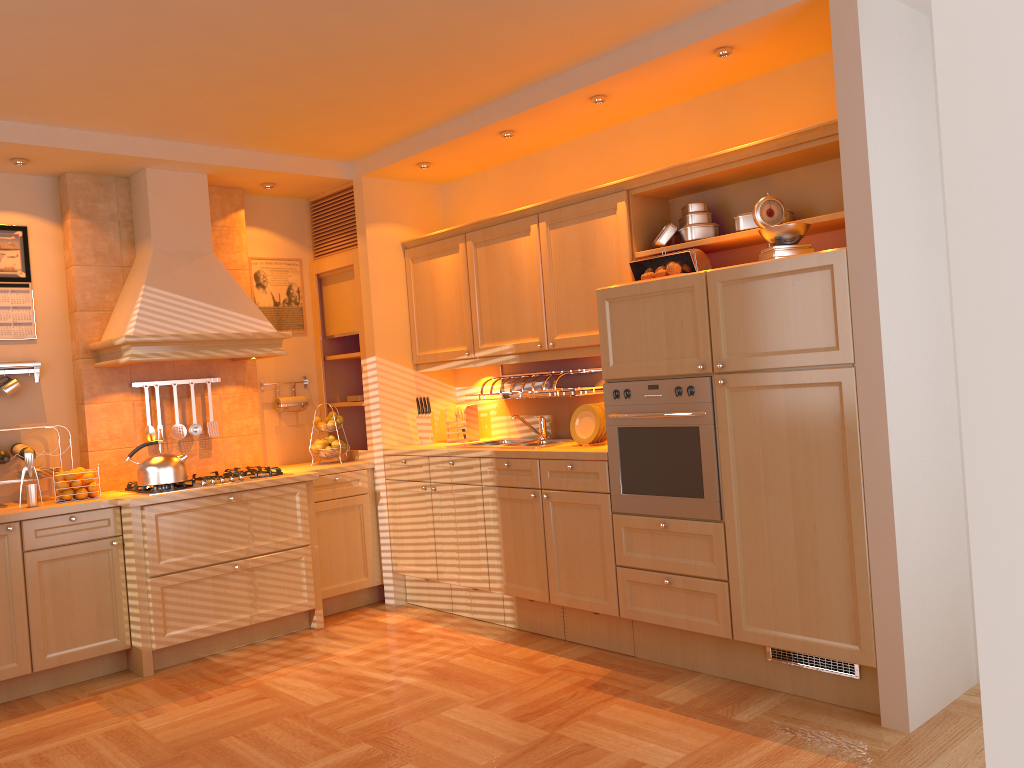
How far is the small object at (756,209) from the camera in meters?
3.5

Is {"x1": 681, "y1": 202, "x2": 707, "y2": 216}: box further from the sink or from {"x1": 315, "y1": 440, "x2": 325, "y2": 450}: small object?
{"x1": 315, "y1": 440, "x2": 325, "y2": 450}: small object

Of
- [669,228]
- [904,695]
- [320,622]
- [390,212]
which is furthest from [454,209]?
[904,695]

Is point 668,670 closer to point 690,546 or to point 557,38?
point 690,546

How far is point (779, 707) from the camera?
3.37m

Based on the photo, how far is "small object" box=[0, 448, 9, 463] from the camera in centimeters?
434cm

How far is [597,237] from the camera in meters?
4.3 m

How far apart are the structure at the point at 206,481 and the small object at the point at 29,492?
0.5m

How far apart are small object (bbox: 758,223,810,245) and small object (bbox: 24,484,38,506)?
3.55m

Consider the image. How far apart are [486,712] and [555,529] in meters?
1.0 m
